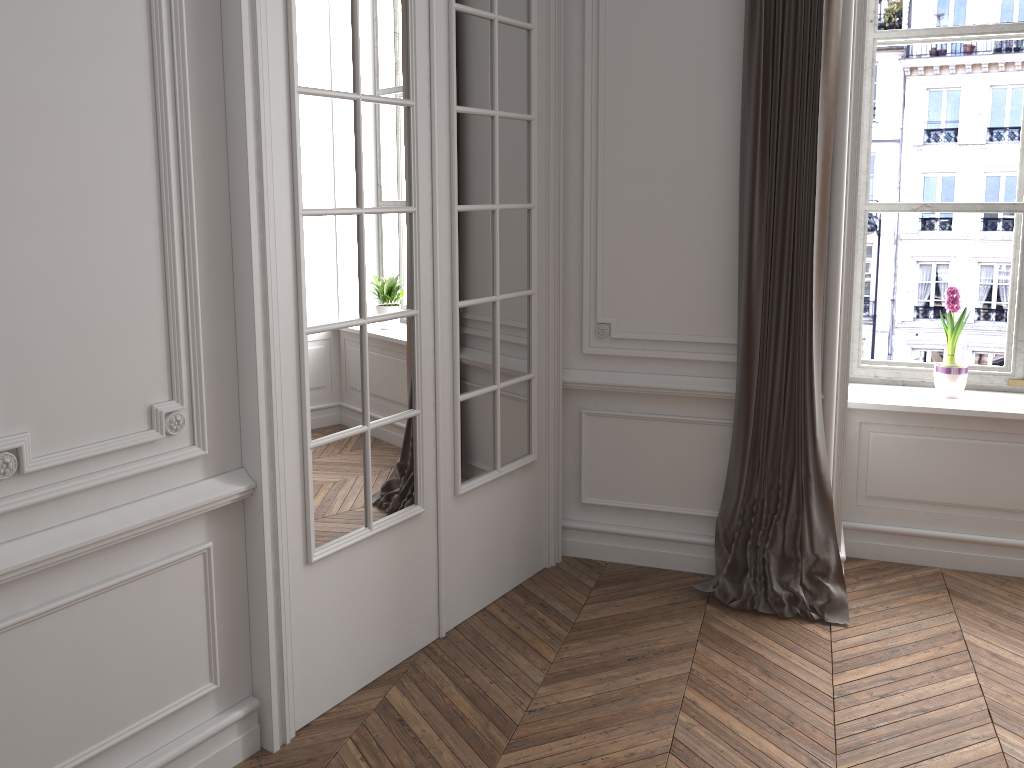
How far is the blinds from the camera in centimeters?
316cm

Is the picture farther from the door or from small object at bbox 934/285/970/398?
the door

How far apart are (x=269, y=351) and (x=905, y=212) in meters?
2.8

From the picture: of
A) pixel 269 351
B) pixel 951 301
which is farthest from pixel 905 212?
pixel 269 351

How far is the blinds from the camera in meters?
3.2 m

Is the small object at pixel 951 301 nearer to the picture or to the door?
the picture

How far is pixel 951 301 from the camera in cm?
367

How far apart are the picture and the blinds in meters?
0.7

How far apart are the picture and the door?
1.4 meters

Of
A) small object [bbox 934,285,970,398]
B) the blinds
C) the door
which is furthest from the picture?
the door
